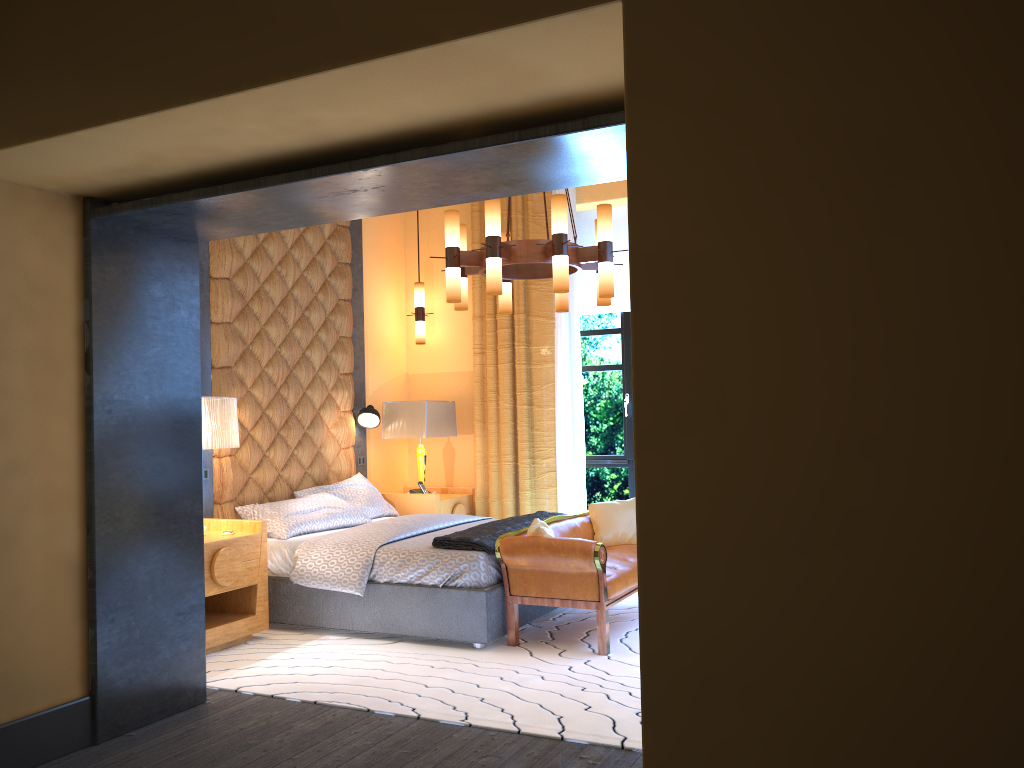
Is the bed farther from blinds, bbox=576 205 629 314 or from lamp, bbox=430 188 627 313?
blinds, bbox=576 205 629 314

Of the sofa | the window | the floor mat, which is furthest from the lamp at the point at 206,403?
the window

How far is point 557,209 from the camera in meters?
4.8 m

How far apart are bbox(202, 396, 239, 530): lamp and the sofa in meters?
Answer: 1.7 m

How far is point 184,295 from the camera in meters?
4.0 m

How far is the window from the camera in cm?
724

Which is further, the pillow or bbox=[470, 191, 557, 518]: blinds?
bbox=[470, 191, 557, 518]: blinds

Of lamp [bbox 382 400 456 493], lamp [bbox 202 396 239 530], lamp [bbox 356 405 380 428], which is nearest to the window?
lamp [bbox 382 400 456 493]

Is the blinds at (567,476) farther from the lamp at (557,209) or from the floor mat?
the lamp at (557,209)

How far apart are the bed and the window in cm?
142
